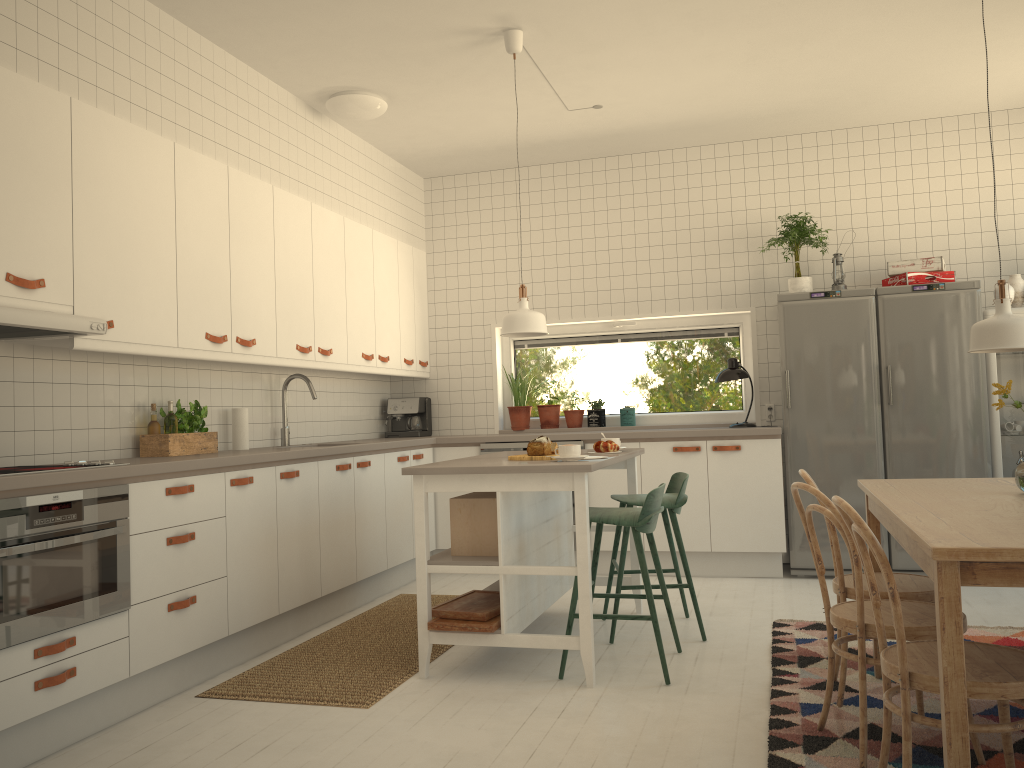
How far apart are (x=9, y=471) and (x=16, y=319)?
0.50m

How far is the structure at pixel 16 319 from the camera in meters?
2.9

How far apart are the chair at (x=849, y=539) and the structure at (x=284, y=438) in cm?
321

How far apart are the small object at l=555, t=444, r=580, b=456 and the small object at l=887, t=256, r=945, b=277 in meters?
2.9

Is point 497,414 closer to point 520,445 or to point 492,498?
point 520,445

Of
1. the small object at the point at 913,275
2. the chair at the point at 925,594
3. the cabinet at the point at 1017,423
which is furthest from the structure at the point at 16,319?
the cabinet at the point at 1017,423

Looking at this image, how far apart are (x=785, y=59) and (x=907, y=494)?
2.7 meters

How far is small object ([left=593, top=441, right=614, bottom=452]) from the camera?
4.3 meters

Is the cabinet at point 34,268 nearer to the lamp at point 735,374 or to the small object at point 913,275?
the lamp at point 735,374

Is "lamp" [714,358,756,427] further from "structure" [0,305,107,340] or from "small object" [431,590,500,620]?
"structure" [0,305,107,340]
